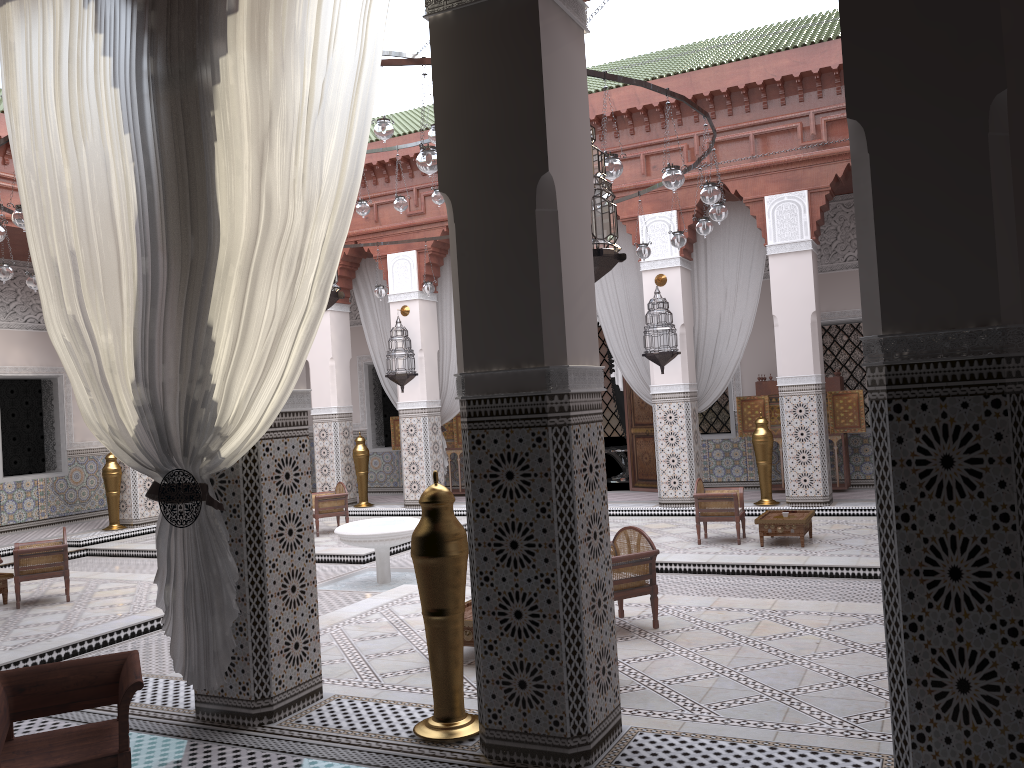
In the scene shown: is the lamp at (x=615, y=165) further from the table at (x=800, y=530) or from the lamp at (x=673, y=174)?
the table at (x=800, y=530)

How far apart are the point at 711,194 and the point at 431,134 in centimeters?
114cm

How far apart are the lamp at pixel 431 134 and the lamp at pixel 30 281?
2.3 meters

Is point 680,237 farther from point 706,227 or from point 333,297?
point 333,297

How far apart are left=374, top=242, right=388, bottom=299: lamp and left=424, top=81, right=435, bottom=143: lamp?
2.1 meters

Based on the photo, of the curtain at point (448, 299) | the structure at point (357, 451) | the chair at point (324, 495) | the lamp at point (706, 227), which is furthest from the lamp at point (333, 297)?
the structure at point (357, 451)

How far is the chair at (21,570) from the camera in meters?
3.7 m

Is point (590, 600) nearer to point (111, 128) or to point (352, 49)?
point (352, 49)

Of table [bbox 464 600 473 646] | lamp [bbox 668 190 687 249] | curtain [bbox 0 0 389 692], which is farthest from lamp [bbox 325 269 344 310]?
lamp [bbox 668 190 687 249]

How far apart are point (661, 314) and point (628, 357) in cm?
61
